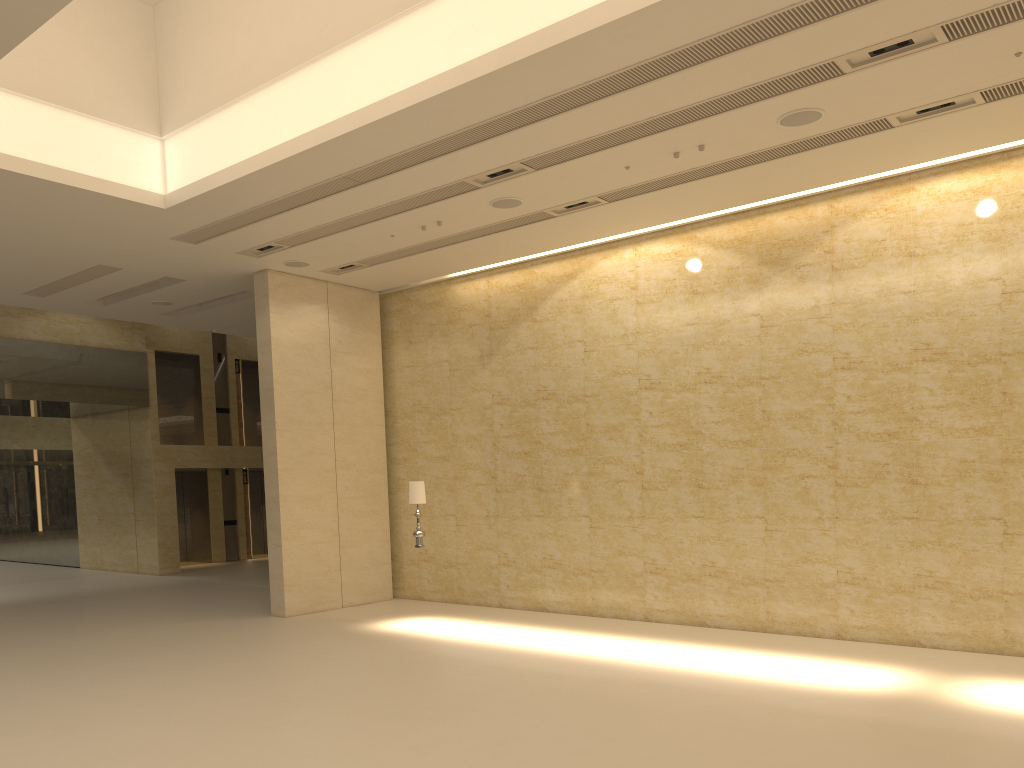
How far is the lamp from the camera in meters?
13.3

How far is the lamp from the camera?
13.3m

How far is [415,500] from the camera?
13.26m
